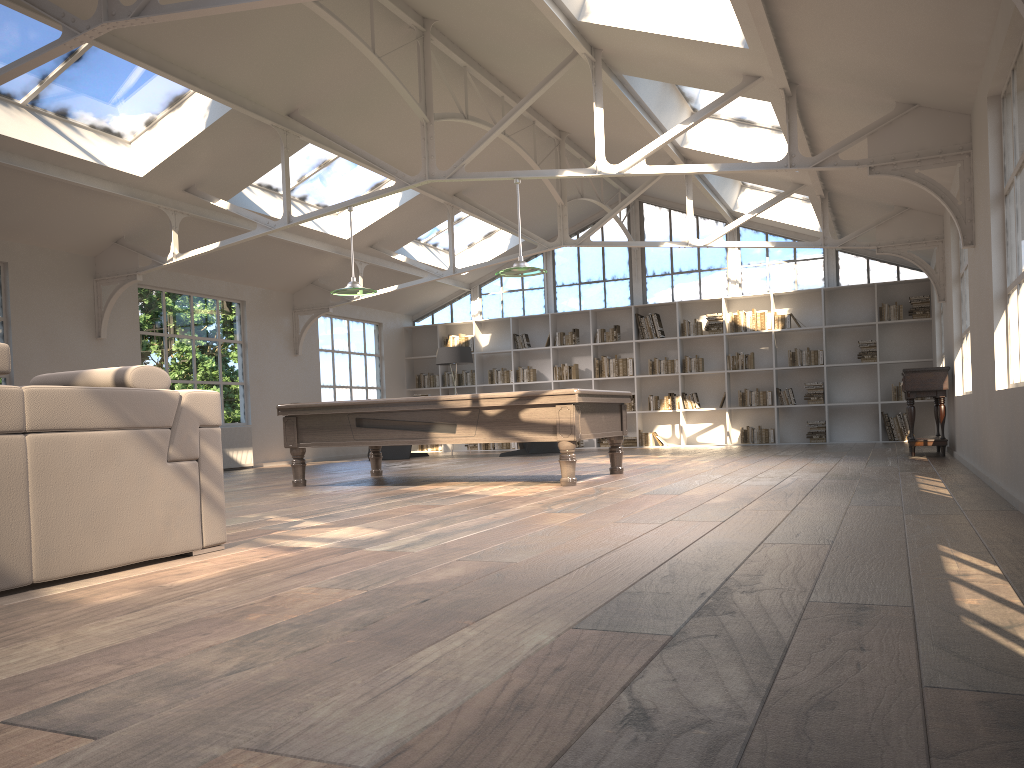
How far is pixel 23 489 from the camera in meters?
3.0 m

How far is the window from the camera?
14.0 meters

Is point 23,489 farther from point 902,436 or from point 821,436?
point 902,436

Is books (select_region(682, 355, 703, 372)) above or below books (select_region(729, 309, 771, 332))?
below

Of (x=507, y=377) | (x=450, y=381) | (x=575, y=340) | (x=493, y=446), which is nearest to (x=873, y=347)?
(x=575, y=340)

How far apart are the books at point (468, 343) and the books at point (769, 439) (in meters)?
5.00

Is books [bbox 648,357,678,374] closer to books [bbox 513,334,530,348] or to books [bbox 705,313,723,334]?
books [bbox 705,313,723,334]

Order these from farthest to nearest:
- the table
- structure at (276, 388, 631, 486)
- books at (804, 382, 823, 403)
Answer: books at (804, 382, 823, 403)
the table
structure at (276, 388, 631, 486)

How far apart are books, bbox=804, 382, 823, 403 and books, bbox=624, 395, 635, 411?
2.80m

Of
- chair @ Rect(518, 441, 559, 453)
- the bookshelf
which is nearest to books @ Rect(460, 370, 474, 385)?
the bookshelf
